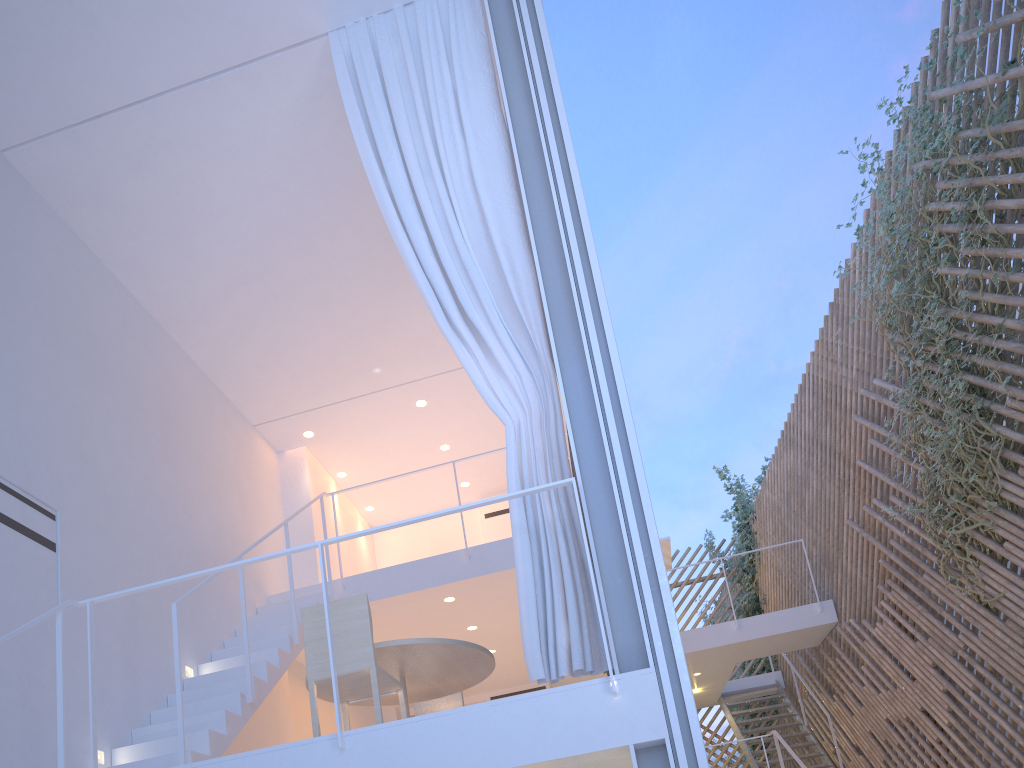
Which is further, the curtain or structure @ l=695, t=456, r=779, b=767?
structure @ l=695, t=456, r=779, b=767

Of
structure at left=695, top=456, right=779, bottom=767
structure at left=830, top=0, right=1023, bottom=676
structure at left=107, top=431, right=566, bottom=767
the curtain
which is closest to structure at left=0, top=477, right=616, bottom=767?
the curtain

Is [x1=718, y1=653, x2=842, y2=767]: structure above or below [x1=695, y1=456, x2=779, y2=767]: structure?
below

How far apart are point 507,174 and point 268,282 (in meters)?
1.71

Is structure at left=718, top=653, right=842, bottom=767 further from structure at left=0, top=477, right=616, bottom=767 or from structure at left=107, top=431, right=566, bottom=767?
structure at left=0, top=477, right=616, bottom=767

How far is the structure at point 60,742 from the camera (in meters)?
1.90

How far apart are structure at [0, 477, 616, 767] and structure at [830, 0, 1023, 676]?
2.18m

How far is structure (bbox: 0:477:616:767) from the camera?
1.9m

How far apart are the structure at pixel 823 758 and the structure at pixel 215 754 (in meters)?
3.57

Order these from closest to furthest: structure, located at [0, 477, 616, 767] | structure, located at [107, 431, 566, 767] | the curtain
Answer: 1. structure, located at [0, 477, 616, 767]
2. the curtain
3. structure, located at [107, 431, 566, 767]
